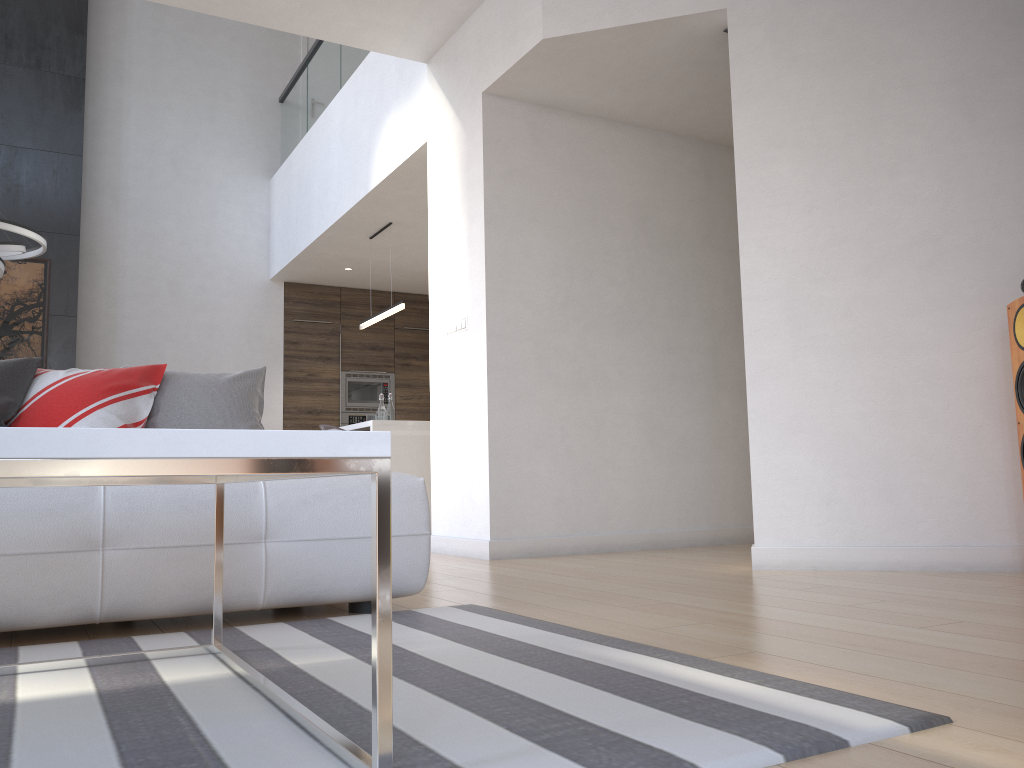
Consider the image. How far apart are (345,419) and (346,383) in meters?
0.4

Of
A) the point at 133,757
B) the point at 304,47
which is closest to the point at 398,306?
the point at 304,47

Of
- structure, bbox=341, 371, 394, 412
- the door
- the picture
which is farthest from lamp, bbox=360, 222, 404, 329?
the door

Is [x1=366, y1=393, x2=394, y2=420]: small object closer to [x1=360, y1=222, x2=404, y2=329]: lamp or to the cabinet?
the cabinet

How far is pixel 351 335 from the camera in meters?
9.3 m

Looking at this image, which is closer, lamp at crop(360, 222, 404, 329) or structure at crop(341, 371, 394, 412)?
lamp at crop(360, 222, 404, 329)

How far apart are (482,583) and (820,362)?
1.69m

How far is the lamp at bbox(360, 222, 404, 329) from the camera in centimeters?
689cm

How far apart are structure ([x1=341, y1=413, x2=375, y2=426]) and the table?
7.24m

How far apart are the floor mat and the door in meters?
8.3 m
